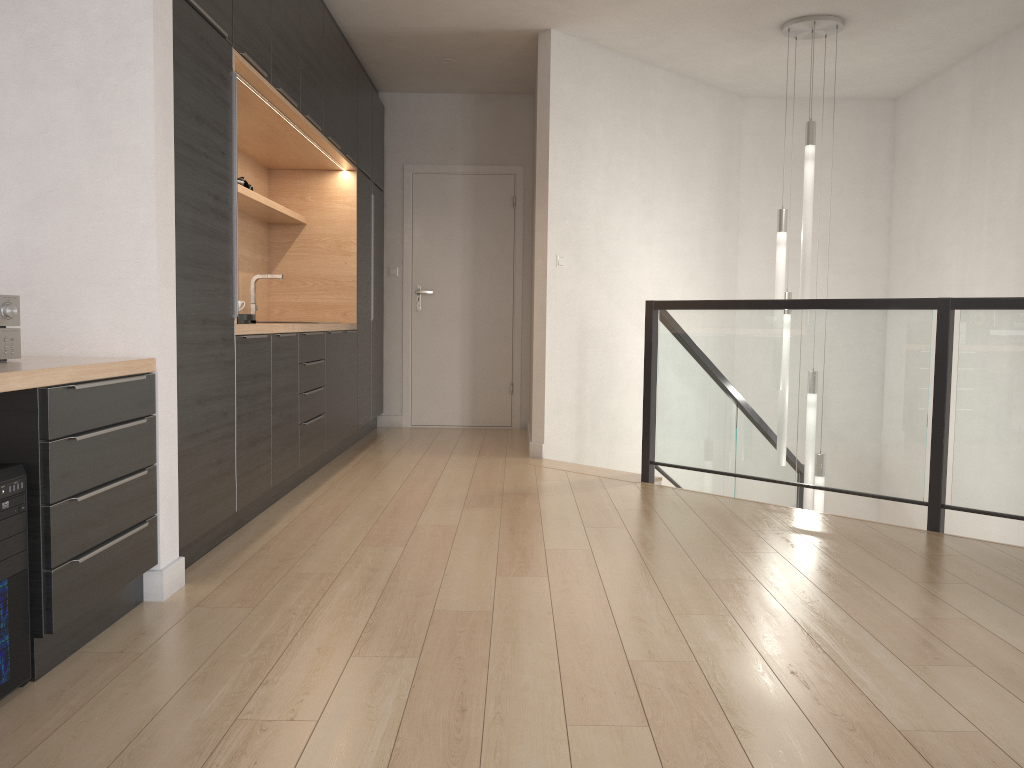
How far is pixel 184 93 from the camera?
2.9 meters

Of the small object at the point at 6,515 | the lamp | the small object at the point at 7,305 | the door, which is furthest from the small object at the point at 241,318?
the door

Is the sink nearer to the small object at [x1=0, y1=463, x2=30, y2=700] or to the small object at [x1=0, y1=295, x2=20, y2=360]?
the small object at [x1=0, y1=295, x2=20, y2=360]

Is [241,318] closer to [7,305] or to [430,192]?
[7,305]

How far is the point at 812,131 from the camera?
5.26m

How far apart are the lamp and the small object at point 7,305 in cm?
429

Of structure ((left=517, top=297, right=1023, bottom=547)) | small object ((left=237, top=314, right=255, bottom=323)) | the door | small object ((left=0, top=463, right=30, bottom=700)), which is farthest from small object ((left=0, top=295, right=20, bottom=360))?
the door

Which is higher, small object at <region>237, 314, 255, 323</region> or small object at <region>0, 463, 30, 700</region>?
small object at <region>237, 314, 255, 323</region>

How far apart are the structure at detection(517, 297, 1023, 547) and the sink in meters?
2.0

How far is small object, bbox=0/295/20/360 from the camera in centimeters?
231cm
